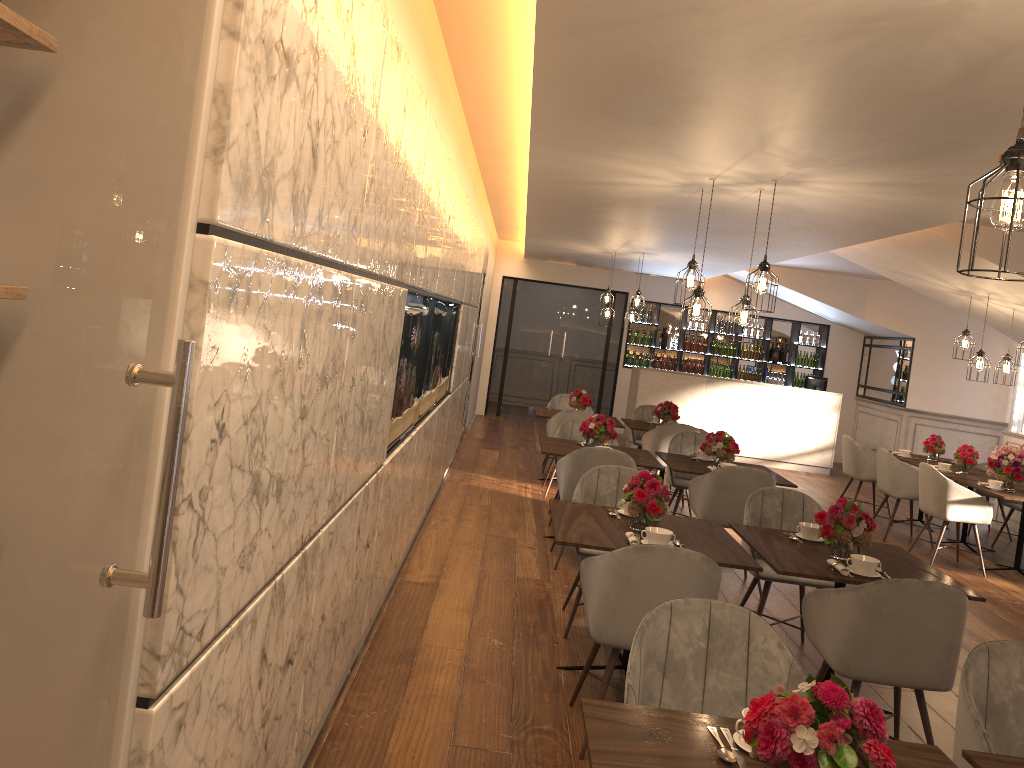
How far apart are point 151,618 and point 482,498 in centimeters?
674cm

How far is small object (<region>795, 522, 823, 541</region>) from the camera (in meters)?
4.52

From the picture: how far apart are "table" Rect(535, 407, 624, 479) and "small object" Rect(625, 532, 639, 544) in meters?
5.1 m

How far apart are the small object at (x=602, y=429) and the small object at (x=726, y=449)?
0.69m

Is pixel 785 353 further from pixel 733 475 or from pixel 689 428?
pixel 733 475

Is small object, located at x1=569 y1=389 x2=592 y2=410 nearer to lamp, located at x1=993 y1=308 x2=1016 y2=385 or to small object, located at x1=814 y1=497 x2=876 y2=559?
lamp, located at x1=993 y1=308 x2=1016 y2=385

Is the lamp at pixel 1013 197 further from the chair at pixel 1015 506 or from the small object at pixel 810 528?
the chair at pixel 1015 506

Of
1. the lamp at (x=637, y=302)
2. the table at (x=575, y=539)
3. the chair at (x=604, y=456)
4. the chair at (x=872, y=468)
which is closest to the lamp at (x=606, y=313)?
the lamp at (x=637, y=302)

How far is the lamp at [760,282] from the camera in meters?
5.2 m

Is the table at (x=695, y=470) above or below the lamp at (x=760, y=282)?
below
